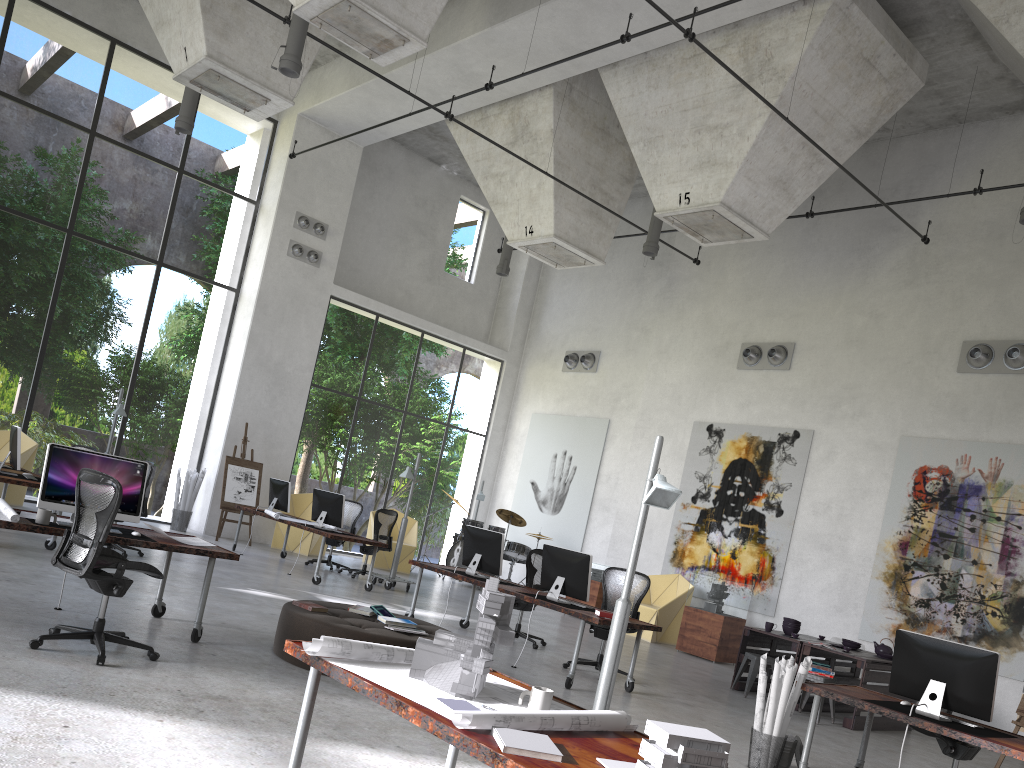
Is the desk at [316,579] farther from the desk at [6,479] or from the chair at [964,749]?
the chair at [964,749]

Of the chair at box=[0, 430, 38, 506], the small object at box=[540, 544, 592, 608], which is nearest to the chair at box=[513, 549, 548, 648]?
the small object at box=[540, 544, 592, 608]

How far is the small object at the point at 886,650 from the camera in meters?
10.3

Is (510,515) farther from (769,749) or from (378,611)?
(769,749)

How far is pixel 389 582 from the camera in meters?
13.0 m

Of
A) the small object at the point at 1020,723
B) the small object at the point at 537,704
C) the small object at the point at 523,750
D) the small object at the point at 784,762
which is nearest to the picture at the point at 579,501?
the small object at the point at 1020,723

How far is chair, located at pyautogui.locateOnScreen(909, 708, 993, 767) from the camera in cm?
644

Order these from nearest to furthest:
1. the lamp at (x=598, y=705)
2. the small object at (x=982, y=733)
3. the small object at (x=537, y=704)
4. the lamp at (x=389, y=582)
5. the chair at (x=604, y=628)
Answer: the small object at (x=537, y=704), the lamp at (x=598, y=705), the small object at (x=982, y=733), the chair at (x=604, y=628), the lamp at (x=389, y=582)

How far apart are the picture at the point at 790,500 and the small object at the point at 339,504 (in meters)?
5.95

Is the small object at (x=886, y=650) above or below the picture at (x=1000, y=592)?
below
